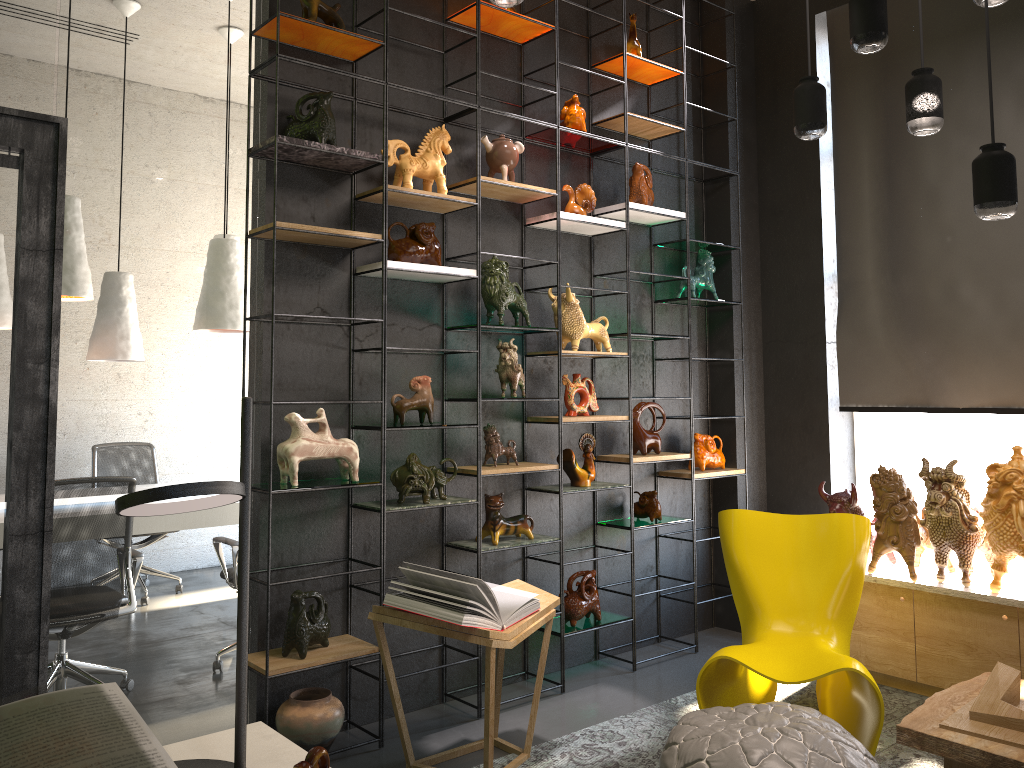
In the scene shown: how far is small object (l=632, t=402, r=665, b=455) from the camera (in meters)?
4.80

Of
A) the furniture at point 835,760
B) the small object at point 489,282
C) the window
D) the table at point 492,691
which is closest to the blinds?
the window

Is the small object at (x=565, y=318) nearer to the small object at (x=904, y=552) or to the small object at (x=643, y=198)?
the small object at (x=643, y=198)

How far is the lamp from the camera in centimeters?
269cm

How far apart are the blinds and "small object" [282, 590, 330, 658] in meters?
3.2

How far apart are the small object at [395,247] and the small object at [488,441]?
0.82m

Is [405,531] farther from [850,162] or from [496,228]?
[850,162]

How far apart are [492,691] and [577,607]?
1.3 meters

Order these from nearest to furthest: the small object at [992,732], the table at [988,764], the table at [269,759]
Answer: the table at [269,759], the table at [988,764], the small object at [992,732]

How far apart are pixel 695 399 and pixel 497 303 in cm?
178
